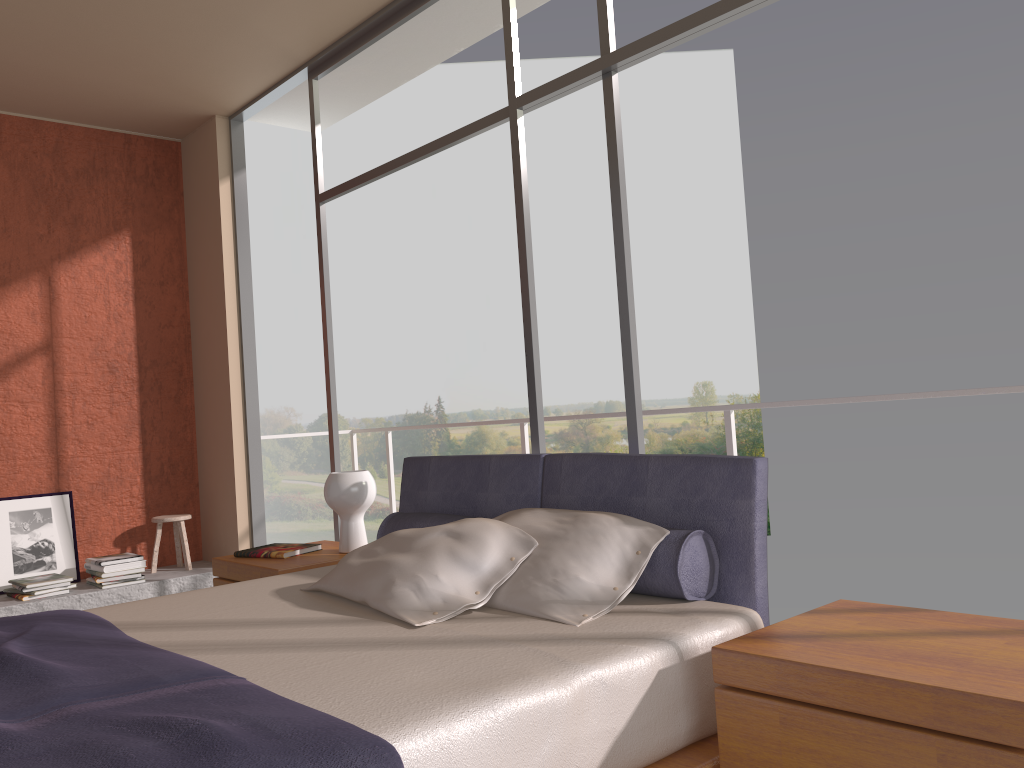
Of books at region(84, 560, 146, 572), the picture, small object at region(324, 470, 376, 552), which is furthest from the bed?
the picture

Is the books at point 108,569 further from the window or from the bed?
the bed

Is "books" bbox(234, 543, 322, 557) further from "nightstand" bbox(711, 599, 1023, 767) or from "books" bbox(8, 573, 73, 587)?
"nightstand" bbox(711, 599, 1023, 767)

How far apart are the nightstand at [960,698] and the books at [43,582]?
4.27m

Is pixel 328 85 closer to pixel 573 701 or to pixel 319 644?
pixel 319 644

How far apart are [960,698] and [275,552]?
2.8 meters

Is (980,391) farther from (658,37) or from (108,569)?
(108,569)

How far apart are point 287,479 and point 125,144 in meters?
17.2

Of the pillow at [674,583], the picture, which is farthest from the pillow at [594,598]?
the picture

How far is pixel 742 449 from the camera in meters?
22.8
